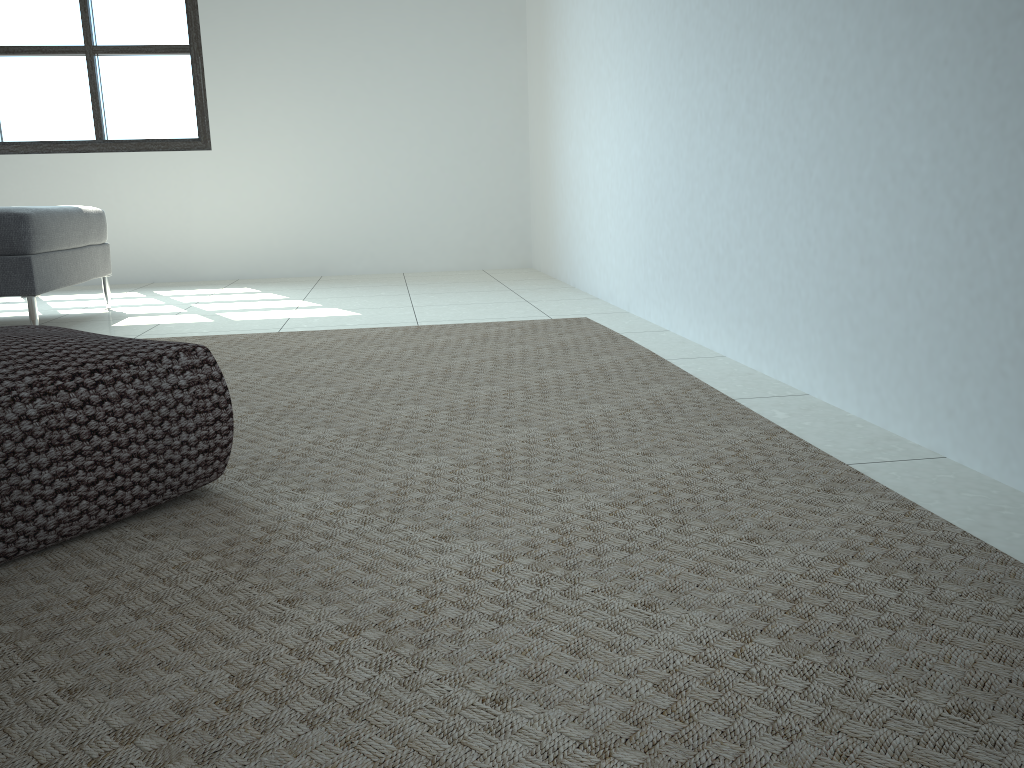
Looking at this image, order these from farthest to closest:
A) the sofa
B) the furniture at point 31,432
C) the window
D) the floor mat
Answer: the window, the sofa, the furniture at point 31,432, the floor mat

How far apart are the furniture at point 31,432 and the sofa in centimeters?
175cm

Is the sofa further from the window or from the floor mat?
the window

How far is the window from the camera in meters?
5.1 m

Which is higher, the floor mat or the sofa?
the sofa

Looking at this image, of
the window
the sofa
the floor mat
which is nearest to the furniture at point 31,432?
the floor mat

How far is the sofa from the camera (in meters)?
3.11

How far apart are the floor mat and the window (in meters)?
2.67

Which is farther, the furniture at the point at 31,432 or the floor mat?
the furniture at the point at 31,432

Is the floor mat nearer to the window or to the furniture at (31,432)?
the furniture at (31,432)
